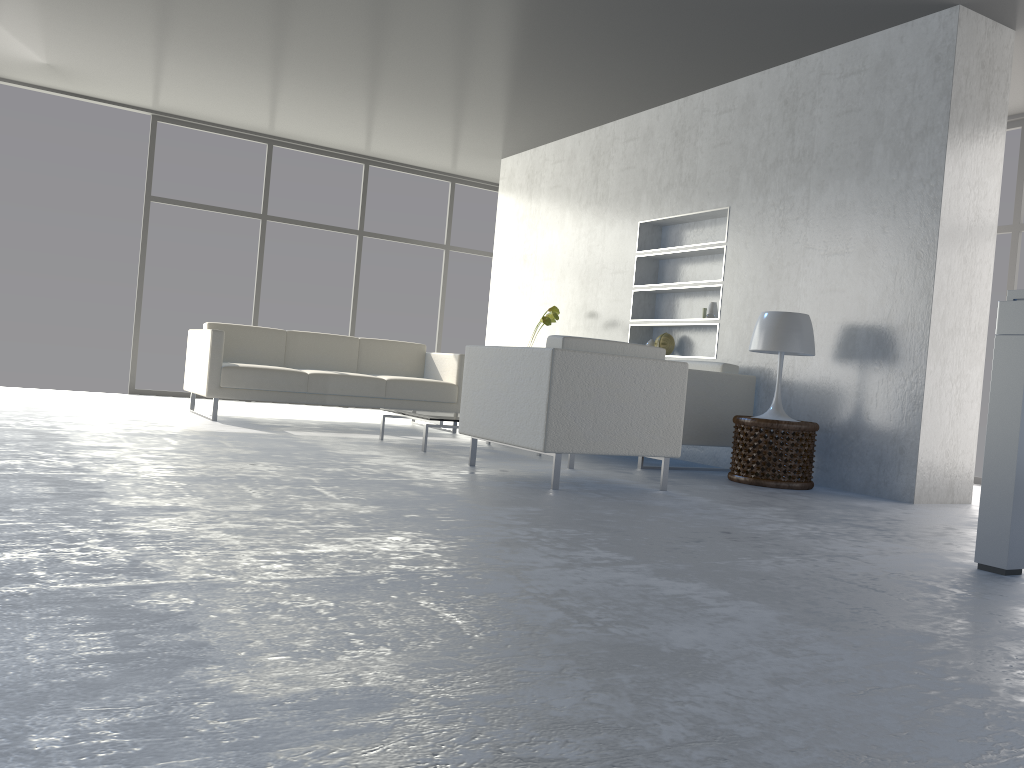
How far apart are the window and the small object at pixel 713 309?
4.0 meters

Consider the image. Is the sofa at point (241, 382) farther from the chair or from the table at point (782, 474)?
the table at point (782, 474)

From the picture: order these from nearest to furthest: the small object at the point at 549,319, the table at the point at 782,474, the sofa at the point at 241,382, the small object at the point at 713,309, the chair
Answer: the chair, the table at the point at 782,474, the sofa at the point at 241,382, the small object at the point at 713,309, the small object at the point at 549,319

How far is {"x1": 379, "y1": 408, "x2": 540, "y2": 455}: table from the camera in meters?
4.9 m

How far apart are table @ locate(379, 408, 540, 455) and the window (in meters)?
3.43

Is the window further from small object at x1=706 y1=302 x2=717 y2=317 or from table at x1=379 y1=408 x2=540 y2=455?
small object at x1=706 y1=302 x2=717 y2=317

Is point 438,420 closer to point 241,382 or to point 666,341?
point 241,382

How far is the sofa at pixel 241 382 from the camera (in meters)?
5.79

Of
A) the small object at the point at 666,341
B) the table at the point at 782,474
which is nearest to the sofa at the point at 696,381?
the table at the point at 782,474

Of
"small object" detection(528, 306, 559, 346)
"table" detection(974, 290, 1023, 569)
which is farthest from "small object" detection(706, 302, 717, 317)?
"table" detection(974, 290, 1023, 569)
